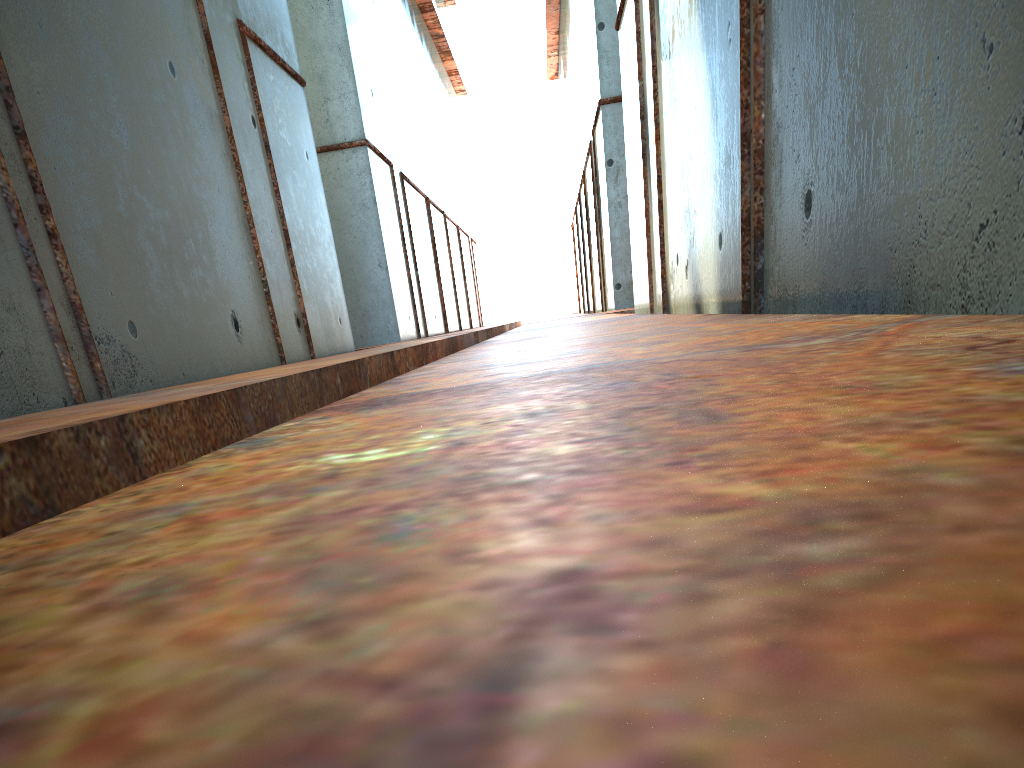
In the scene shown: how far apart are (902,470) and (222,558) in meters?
0.4
